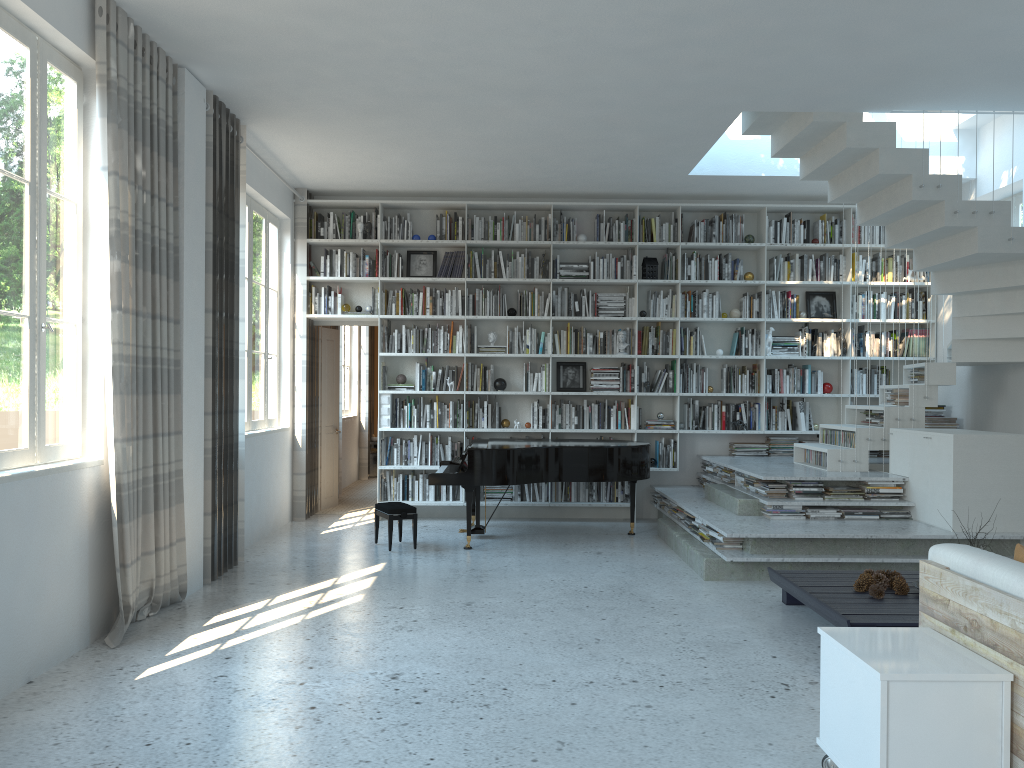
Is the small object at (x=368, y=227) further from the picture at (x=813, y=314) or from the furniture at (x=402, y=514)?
the picture at (x=813, y=314)

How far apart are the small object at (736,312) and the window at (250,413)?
4.5 meters

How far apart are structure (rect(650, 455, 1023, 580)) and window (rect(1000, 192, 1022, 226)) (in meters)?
2.42

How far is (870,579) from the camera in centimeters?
485cm

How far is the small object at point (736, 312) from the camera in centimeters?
883cm

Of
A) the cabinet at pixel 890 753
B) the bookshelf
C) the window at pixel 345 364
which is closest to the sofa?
the cabinet at pixel 890 753

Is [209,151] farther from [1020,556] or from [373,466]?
[373,466]

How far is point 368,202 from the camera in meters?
8.6 m

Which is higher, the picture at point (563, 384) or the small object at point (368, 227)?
the small object at point (368, 227)

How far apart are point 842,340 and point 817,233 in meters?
1.1
